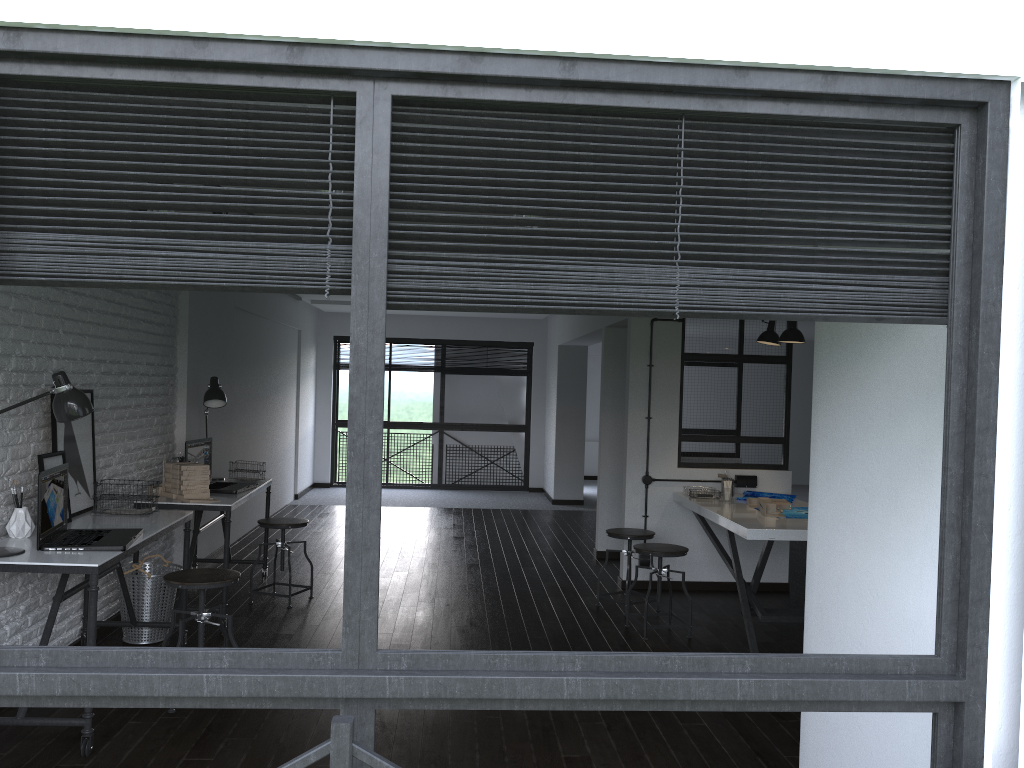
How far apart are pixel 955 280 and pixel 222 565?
6.0 meters

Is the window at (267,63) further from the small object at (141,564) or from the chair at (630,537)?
the chair at (630,537)

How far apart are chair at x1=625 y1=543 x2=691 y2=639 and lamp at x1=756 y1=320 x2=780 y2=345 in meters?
1.6

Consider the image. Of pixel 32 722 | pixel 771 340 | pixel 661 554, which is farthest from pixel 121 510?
pixel 771 340

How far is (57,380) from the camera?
3.57m

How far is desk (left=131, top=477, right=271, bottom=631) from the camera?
4.91m

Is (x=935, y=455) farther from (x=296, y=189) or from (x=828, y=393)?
(x=296, y=189)

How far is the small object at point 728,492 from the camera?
5.9m

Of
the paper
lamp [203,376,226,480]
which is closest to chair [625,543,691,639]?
the paper

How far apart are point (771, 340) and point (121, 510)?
4.08m
